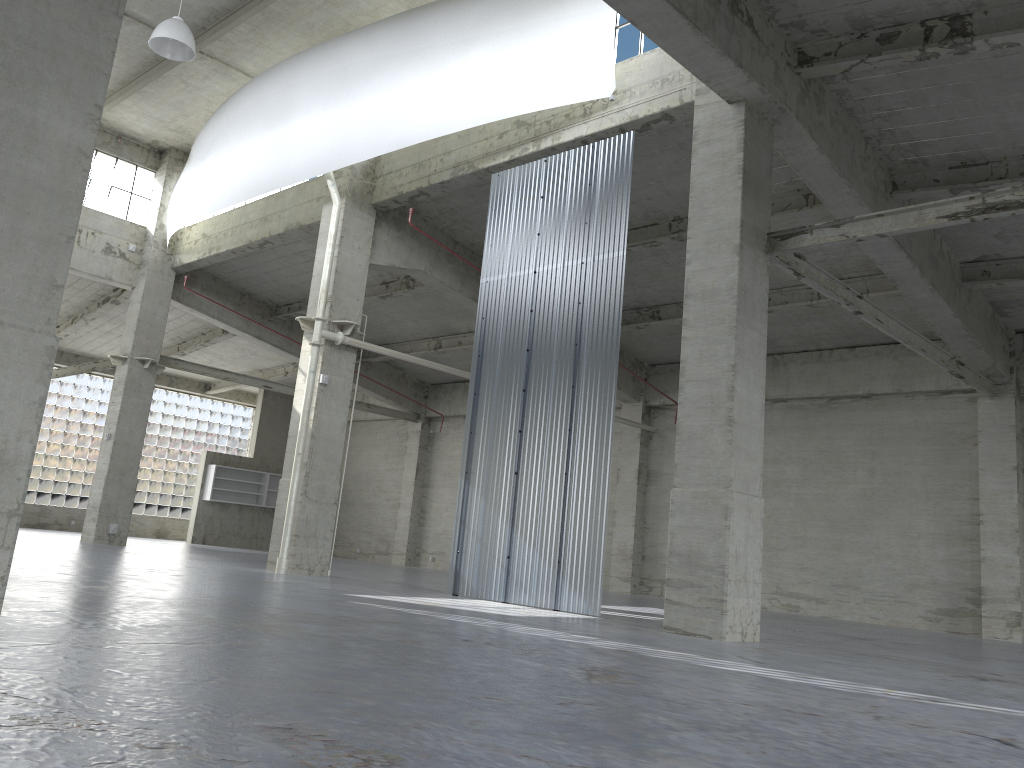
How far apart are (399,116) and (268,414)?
29.8 meters

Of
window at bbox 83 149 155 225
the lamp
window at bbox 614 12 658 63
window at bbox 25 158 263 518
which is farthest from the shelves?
window at bbox 614 12 658 63

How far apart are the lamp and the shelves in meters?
27.3

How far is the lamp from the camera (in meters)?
21.55

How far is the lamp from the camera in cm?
2155

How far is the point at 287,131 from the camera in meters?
25.1 m

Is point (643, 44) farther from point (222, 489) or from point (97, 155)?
point (222, 489)

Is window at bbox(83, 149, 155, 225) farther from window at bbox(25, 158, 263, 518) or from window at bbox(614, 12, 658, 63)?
window at bbox(614, 12, 658, 63)

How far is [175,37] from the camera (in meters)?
21.55

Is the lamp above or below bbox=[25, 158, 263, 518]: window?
above
